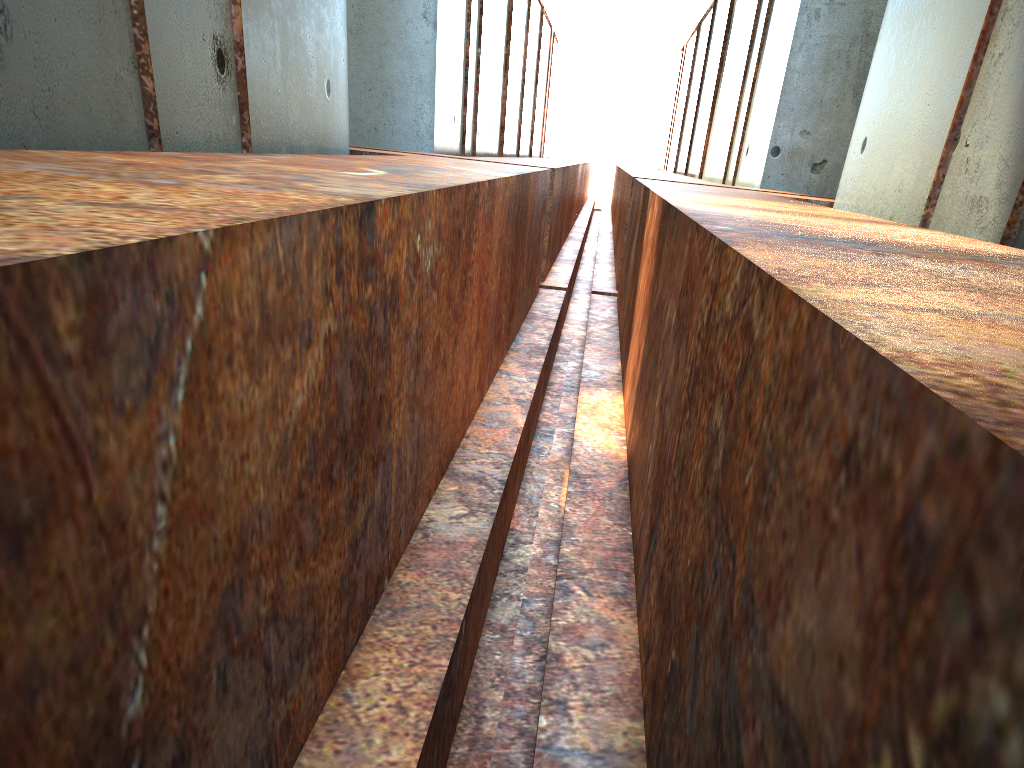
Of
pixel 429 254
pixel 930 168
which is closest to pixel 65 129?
pixel 429 254
